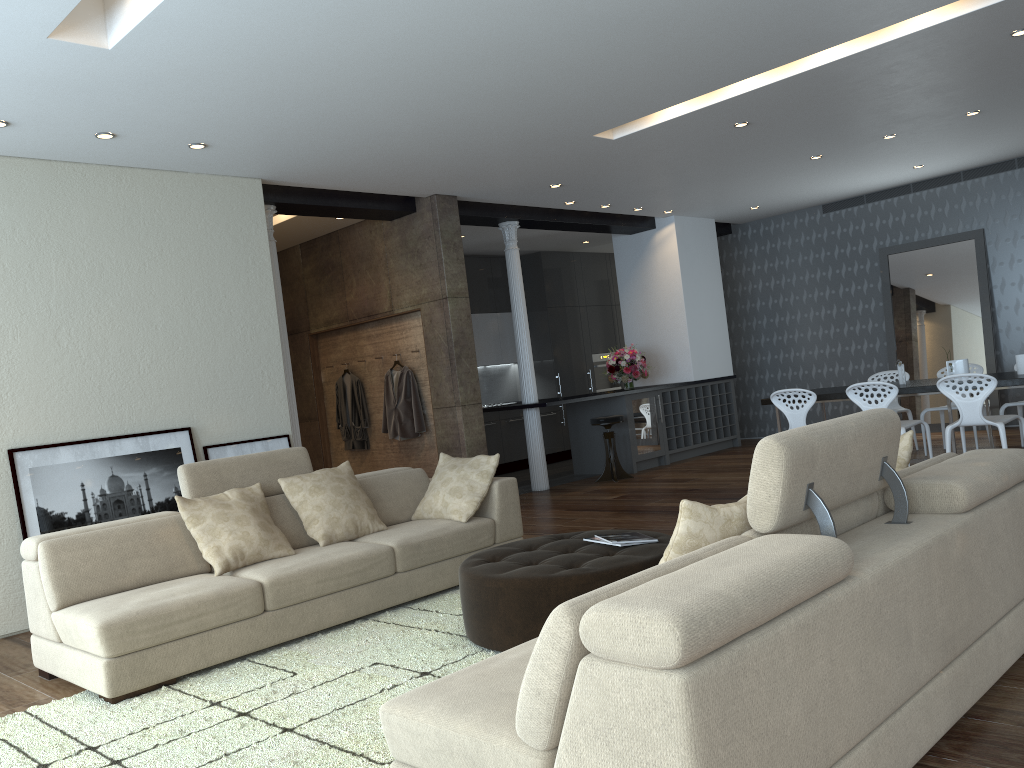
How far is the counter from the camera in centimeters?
905cm

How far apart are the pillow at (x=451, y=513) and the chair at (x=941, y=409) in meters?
5.1

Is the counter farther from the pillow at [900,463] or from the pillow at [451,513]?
the pillow at [900,463]

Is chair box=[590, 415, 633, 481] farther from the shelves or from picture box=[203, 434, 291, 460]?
picture box=[203, 434, 291, 460]

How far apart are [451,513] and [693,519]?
3.1m

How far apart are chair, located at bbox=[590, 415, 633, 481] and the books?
5.25m

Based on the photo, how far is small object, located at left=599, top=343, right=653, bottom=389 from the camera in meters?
10.4

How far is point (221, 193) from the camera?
6.7m

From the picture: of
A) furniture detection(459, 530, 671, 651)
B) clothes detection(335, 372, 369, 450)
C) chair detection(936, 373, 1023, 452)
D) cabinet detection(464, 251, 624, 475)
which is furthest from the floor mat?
cabinet detection(464, 251, 624, 475)

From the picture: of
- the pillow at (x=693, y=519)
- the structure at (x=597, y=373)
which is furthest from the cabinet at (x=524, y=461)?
the pillow at (x=693, y=519)
